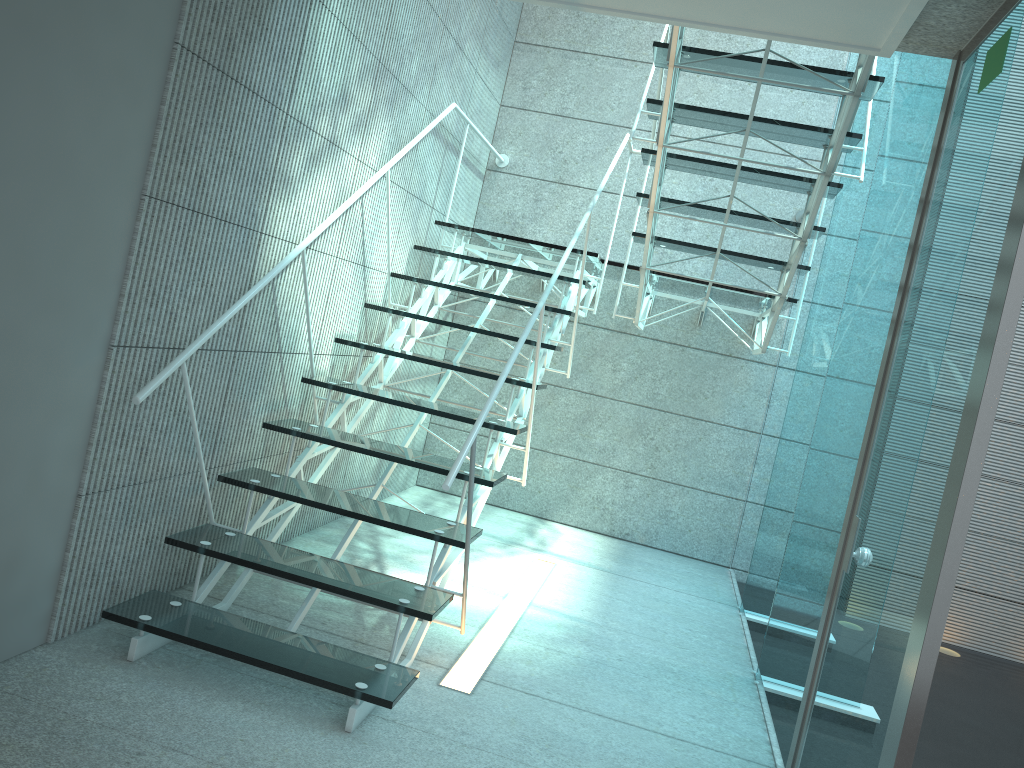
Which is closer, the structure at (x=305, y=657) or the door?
the door

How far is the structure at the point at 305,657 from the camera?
2.38m

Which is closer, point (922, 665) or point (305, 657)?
point (922, 665)

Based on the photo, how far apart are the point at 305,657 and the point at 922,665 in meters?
1.5

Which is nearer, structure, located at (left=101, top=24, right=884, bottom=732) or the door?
the door

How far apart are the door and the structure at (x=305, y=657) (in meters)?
0.56

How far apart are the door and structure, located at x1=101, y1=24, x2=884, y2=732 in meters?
0.6 m

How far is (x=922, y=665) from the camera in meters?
1.6 m

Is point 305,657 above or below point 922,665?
below

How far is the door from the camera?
1.56m
